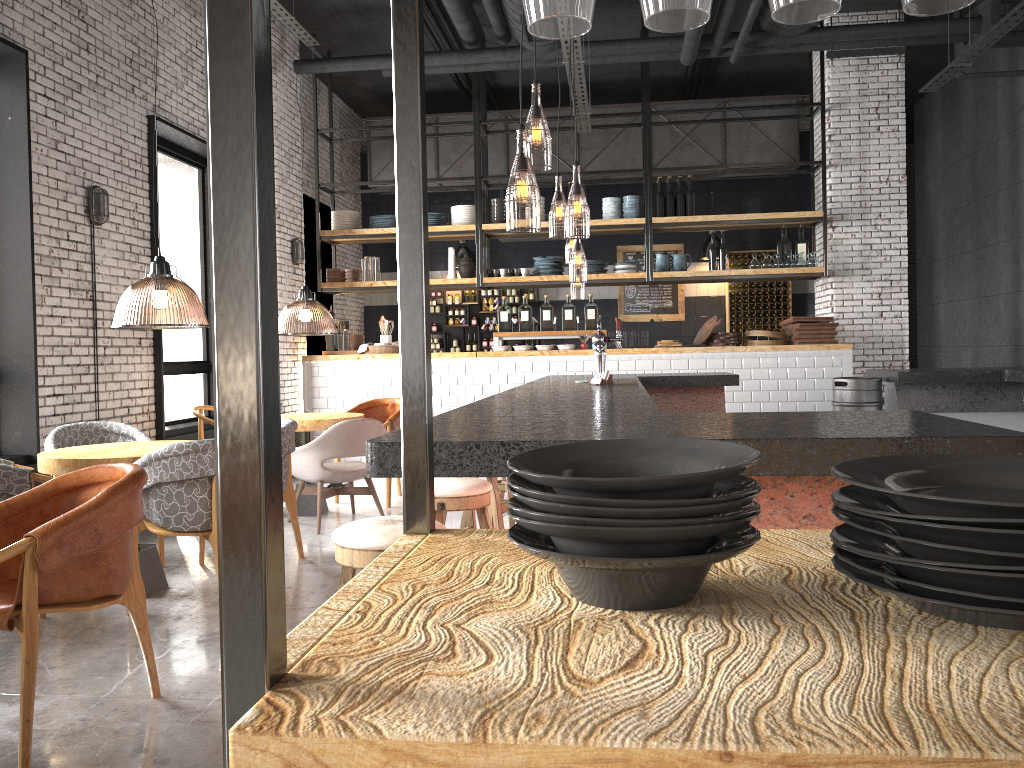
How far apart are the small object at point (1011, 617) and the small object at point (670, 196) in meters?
9.2 m

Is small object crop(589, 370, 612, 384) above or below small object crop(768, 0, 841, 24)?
below

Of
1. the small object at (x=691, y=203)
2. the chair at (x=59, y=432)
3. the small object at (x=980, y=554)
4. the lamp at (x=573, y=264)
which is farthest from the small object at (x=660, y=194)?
the small object at (x=980, y=554)

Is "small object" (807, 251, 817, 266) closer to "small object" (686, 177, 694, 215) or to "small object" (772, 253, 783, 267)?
"small object" (772, 253, 783, 267)

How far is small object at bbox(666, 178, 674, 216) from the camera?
9.80m

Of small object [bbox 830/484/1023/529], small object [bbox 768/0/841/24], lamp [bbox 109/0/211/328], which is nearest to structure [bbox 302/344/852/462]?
lamp [bbox 109/0/211/328]

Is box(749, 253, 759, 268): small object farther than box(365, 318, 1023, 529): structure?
Yes

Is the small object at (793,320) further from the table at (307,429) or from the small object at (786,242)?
the table at (307,429)

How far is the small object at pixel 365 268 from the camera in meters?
10.2

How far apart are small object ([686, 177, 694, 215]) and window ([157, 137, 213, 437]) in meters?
5.1
